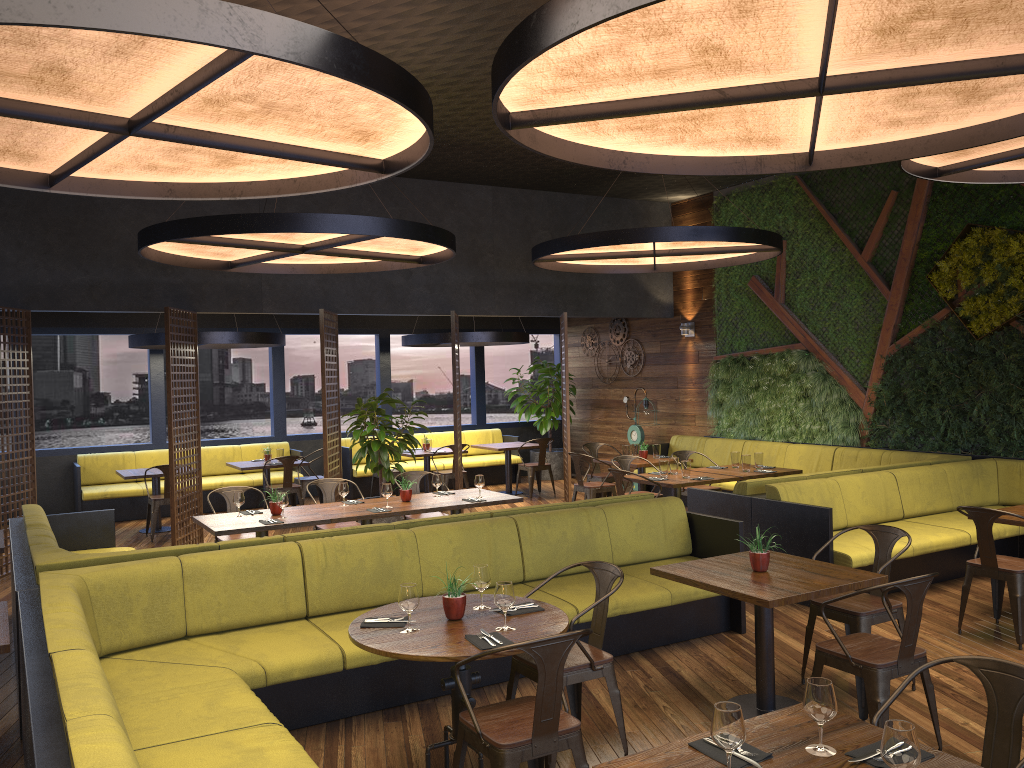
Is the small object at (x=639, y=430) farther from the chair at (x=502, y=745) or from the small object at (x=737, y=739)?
the small object at (x=737, y=739)

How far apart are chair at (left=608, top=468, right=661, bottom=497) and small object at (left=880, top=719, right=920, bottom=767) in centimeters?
644cm

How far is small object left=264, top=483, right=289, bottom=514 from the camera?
7.4m

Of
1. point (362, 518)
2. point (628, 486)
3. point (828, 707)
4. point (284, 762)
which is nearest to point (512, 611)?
point (284, 762)

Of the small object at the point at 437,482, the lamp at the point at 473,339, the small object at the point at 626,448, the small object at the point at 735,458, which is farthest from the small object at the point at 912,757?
the lamp at the point at 473,339

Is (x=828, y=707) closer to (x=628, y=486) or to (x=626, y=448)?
(x=628, y=486)

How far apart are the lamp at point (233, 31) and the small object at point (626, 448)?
6.72m

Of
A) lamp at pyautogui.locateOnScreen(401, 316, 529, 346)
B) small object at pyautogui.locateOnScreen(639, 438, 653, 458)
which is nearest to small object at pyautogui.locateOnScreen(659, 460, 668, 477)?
small object at pyautogui.locateOnScreen(639, 438, 653, 458)

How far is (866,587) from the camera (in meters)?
4.66

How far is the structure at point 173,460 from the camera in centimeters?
948cm
